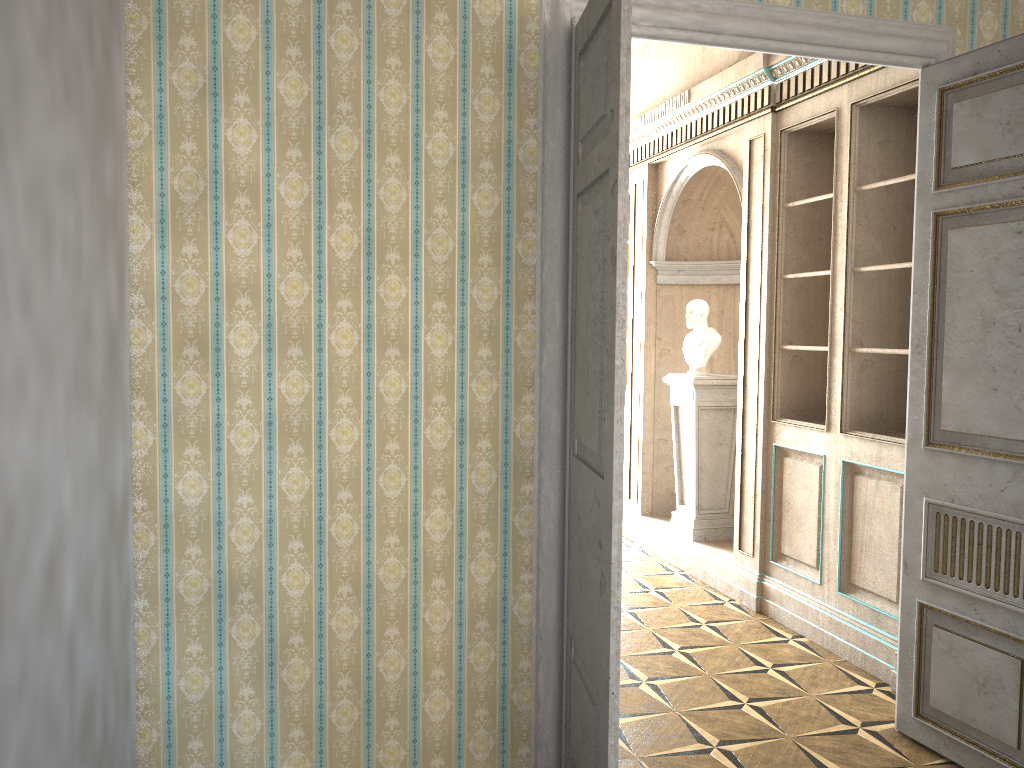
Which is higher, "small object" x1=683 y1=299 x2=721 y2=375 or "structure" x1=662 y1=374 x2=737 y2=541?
"small object" x1=683 y1=299 x2=721 y2=375

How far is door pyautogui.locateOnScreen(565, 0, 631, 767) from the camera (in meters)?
2.41

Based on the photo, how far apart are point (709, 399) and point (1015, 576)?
2.9m

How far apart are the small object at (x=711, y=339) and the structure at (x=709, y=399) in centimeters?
9cm

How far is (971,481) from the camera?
3.2 meters

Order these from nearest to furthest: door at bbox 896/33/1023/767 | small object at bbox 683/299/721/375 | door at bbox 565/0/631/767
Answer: door at bbox 565/0/631/767 → door at bbox 896/33/1023/767 → small object at bbox 683/299/721/375

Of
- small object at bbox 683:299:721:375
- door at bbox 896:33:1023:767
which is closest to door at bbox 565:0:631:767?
door at bbox 896:33:1023:767

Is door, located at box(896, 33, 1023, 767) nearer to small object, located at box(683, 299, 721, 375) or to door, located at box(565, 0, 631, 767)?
door, located at box(565, 0, 631, 767)

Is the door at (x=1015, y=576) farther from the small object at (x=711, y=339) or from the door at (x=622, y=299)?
the small object at (x=711, y=339)

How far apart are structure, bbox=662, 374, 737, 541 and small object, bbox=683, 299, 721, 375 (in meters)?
0.09
